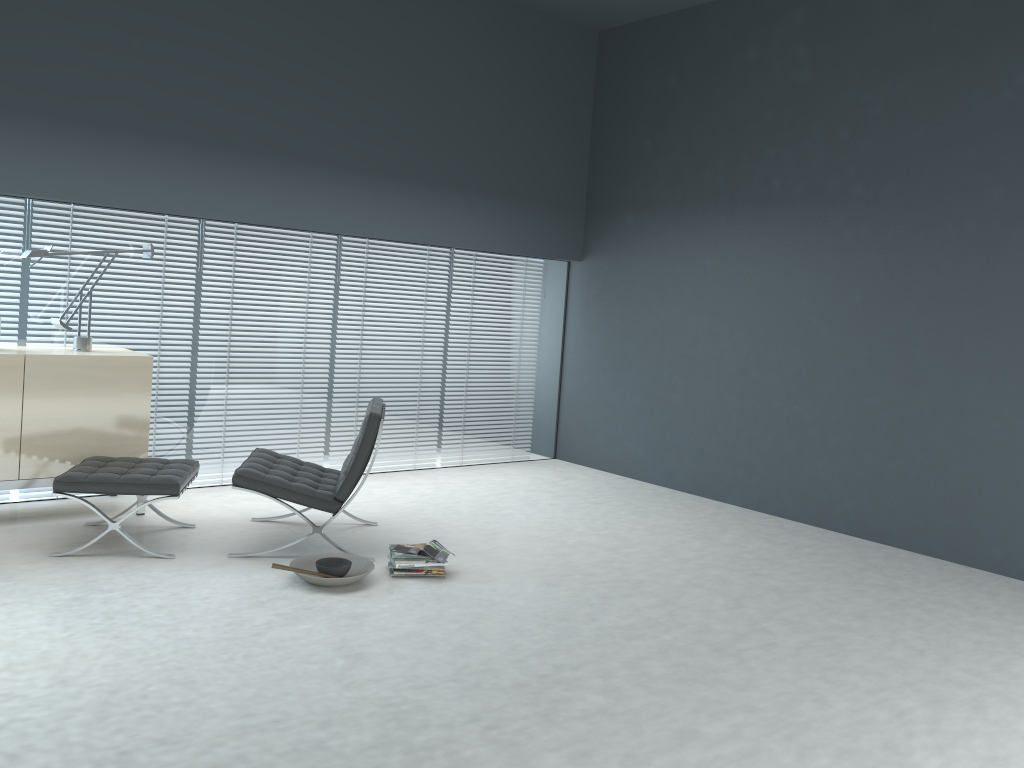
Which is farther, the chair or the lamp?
the lamp

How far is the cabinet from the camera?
4.51m

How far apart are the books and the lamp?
2.14m

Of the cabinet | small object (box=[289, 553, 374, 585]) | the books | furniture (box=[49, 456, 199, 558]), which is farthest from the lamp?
the books

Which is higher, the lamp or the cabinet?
the lamp

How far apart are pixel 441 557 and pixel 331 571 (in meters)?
0.52

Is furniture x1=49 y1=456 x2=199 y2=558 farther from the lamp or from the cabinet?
the lamp

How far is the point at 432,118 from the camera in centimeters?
638cm

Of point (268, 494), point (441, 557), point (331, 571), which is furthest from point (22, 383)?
point (441, 557)

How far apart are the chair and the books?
0.36m
